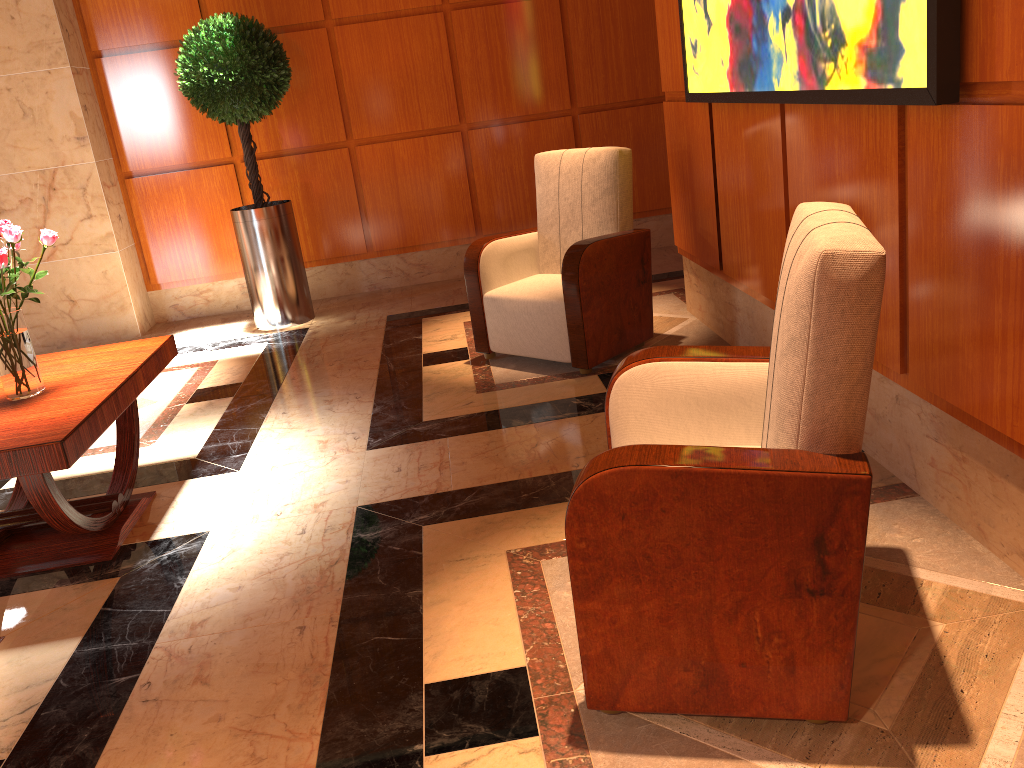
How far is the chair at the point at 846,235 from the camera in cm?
160

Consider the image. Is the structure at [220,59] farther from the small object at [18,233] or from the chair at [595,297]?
the small object at [18,233]

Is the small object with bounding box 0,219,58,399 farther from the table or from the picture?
the picture

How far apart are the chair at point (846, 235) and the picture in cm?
39

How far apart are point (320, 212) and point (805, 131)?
4.1m

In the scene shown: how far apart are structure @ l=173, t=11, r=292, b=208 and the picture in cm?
263

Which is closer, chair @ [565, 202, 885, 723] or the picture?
chair @ [565, 202, 885, 723]

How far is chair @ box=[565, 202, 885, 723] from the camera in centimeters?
160cm

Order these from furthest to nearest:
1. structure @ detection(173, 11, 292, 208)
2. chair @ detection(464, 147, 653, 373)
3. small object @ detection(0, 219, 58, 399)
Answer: structure @ detection(173, 11, 292, 208)
chair @ detection(464, 147, 653, 373)
small object @ detection(0, 219, 58, 399)

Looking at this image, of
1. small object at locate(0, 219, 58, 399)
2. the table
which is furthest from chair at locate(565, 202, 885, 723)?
small object at locate(0, 219, 58, 399)
